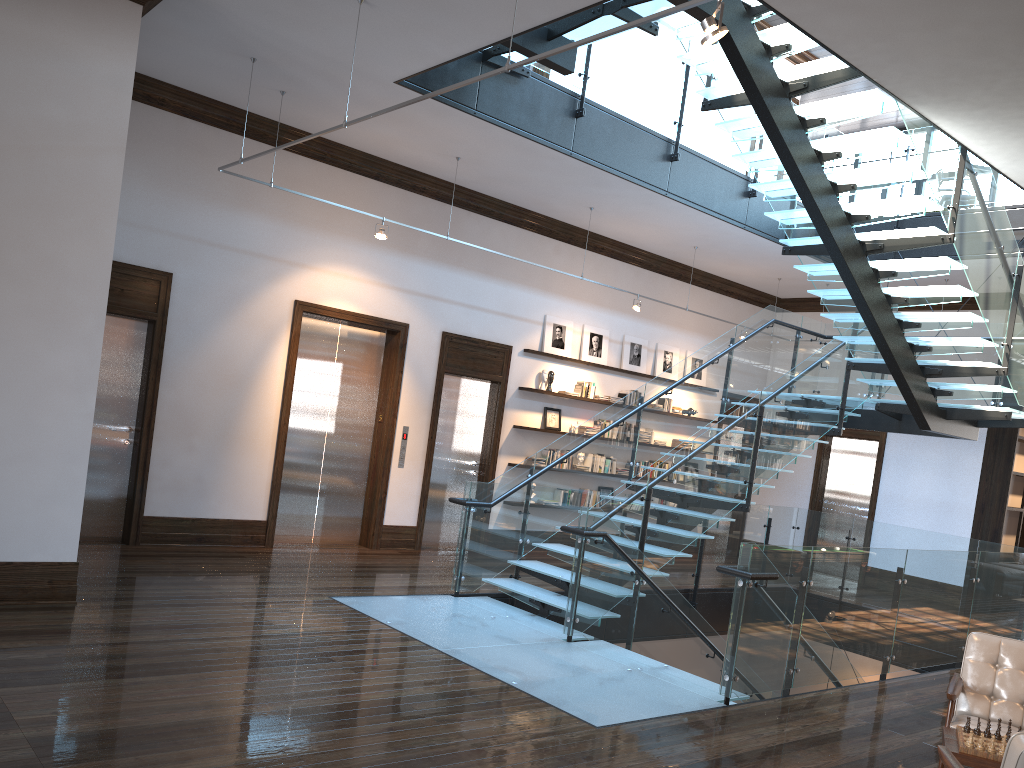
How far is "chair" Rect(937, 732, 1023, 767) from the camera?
3.02m

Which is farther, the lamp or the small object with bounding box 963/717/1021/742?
the small object with bounding box 963/717/1021/742

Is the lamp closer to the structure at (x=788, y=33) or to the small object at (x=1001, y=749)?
the structure at (x=788, y=33)

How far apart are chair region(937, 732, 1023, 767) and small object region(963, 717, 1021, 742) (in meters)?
0.70

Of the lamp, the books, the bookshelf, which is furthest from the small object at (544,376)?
the lamp

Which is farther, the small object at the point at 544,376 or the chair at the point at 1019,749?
the small object at the point at 544,376

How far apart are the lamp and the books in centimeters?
861cm

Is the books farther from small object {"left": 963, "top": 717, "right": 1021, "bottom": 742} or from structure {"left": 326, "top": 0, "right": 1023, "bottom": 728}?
small object {"left": 963, "top": 717, "right": 1021, "bottom": 742}

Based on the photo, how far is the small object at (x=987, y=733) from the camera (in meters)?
4.18

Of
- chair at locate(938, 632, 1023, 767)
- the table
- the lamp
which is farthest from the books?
the lamp
